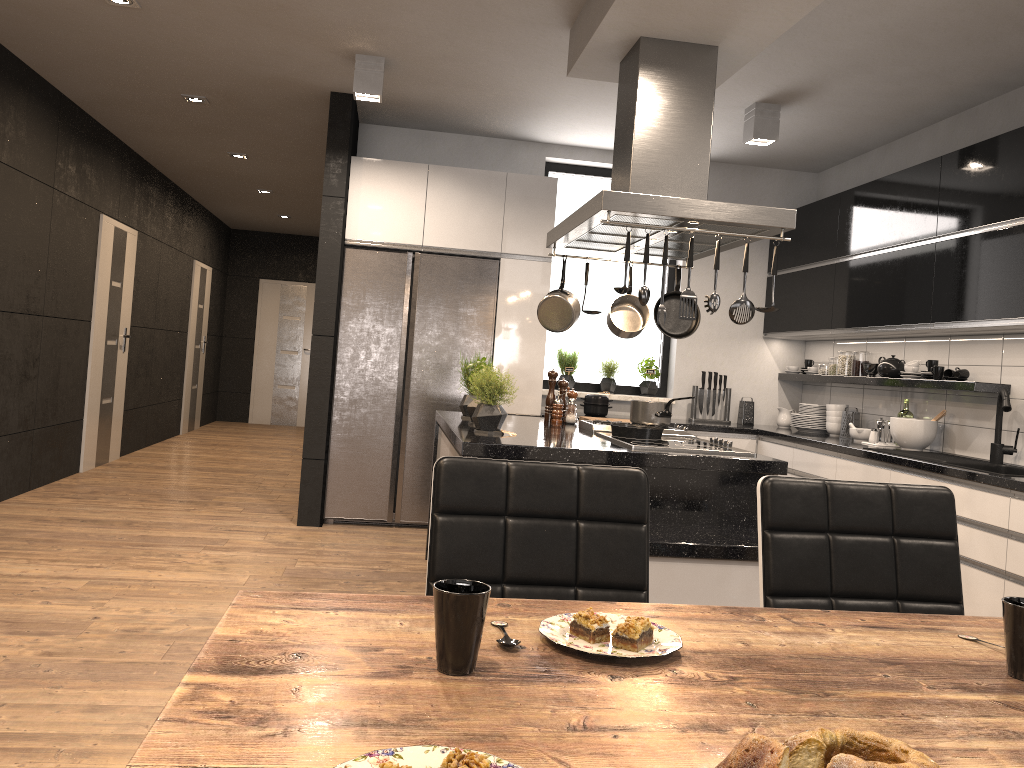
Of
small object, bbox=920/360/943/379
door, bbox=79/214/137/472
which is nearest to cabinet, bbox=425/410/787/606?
small object, bbox=920/360/943/379

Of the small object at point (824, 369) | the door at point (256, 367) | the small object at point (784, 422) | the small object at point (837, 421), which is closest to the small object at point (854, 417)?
the small object at point (837, 421)

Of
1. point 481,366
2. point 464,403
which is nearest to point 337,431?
point 464,403

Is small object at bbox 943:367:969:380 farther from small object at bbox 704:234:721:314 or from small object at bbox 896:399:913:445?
small object at bbox 704:234:721:314

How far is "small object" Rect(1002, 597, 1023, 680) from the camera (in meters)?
1.11

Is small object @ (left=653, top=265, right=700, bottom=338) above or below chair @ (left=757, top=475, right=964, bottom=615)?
above

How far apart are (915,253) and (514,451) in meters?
2.9

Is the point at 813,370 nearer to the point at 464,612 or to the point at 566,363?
the point at 566,363

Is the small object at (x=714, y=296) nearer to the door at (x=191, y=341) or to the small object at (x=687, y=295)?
the small object at (x=687, y=295)

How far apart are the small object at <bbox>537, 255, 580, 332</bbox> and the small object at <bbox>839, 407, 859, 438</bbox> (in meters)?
2.38
